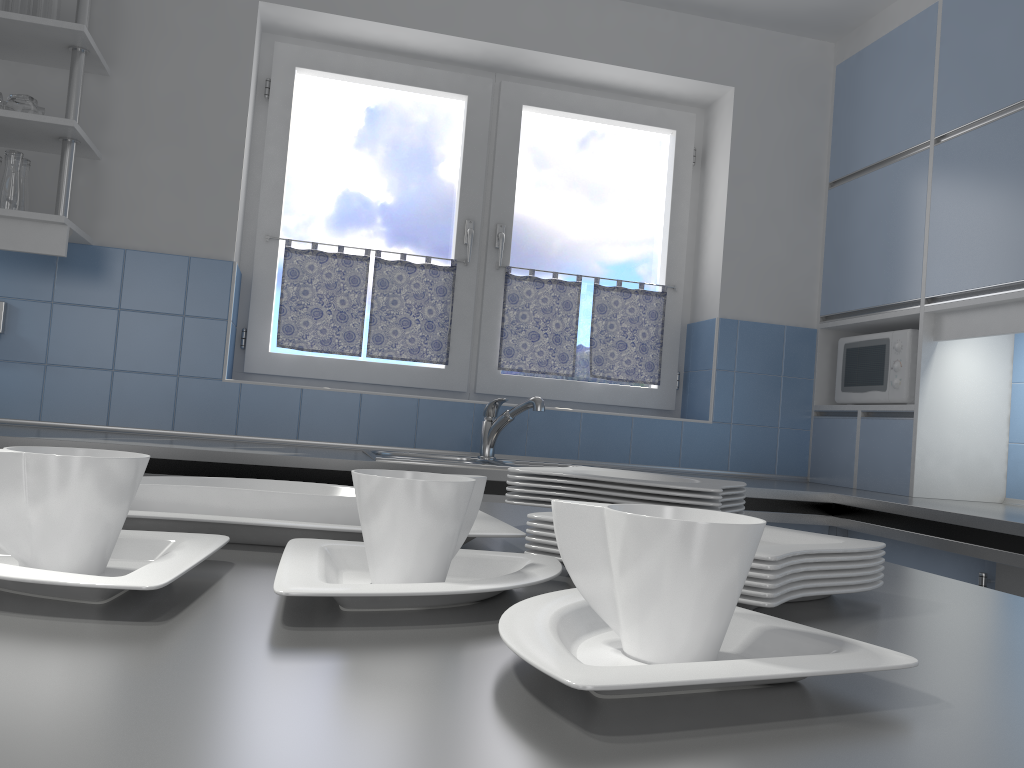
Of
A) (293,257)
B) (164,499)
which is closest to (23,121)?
(293,257)

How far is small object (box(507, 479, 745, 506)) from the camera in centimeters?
98cm

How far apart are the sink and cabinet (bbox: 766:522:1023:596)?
0.9m

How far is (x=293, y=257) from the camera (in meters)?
3.24

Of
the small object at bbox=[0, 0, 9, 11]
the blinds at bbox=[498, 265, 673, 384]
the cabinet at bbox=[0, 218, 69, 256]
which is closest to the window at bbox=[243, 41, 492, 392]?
the blinds at bbox=[498, 265, 673, 384]

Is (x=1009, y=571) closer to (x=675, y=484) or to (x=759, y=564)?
(x=675, y=484)

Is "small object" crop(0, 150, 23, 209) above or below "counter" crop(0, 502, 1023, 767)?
above

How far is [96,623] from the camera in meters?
0.5

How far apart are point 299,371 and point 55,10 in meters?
1.4

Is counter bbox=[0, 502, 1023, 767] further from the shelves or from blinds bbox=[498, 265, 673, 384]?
blinds bbox=[498, 265, 673, 384]
